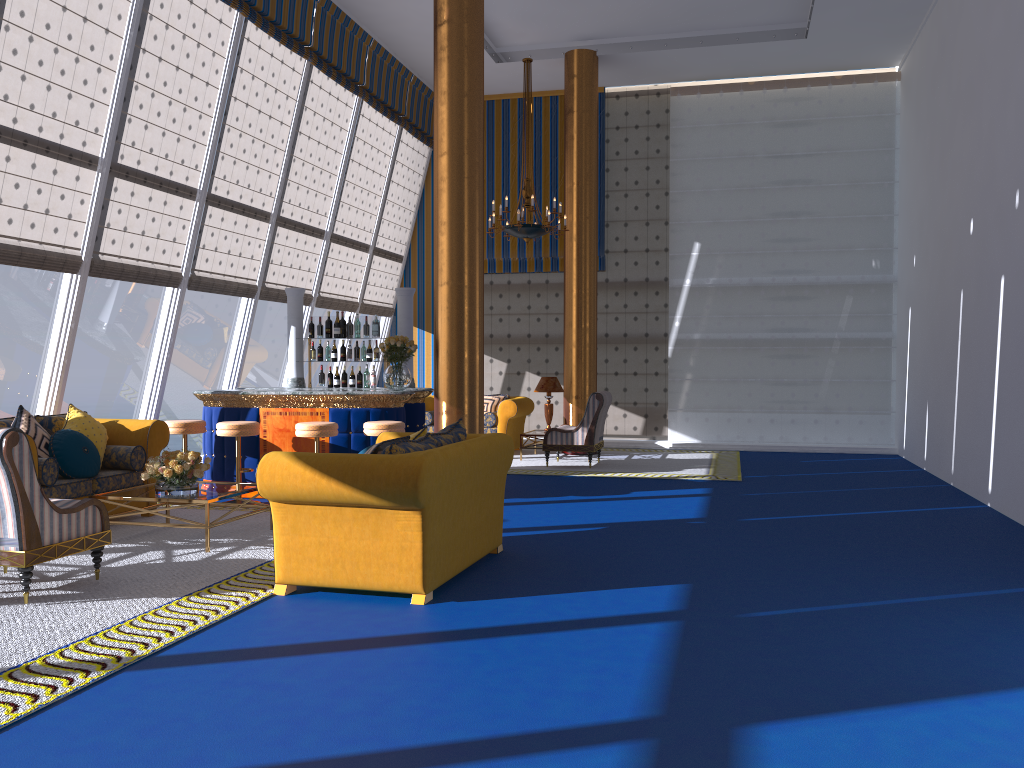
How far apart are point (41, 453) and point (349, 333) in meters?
4.0 m

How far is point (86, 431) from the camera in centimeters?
730cm

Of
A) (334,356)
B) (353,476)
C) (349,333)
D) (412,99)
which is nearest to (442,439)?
(353,476)

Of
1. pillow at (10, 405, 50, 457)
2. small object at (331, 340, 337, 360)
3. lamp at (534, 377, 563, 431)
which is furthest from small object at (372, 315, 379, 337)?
pillow at (10, 405, 50, 457)

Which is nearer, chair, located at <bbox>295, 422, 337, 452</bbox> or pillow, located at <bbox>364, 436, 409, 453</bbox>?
pillow, located at <bbox>364, 436, 409, 453</bbox>

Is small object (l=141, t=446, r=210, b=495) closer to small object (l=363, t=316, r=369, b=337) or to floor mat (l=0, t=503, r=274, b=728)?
floor mat (l=0, t=503, r=274, b=728)

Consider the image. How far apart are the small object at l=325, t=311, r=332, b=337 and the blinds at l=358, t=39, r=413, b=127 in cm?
406

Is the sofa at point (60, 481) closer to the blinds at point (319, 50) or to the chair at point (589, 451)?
the chair at point (589, 451)

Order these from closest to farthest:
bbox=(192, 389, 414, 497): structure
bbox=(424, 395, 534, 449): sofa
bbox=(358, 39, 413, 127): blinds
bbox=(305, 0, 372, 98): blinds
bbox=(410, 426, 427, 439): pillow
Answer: bbox=(410, 426, 427, 439): pillow < bbox=(192, 389, 414, 497): structure < bbox=(305, 0, 372, 98): blinds < bbox=(358, 39, 413, 127): blinds < bbox=(424, 395, 534, 449): sofa

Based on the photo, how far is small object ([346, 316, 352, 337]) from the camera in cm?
1030
